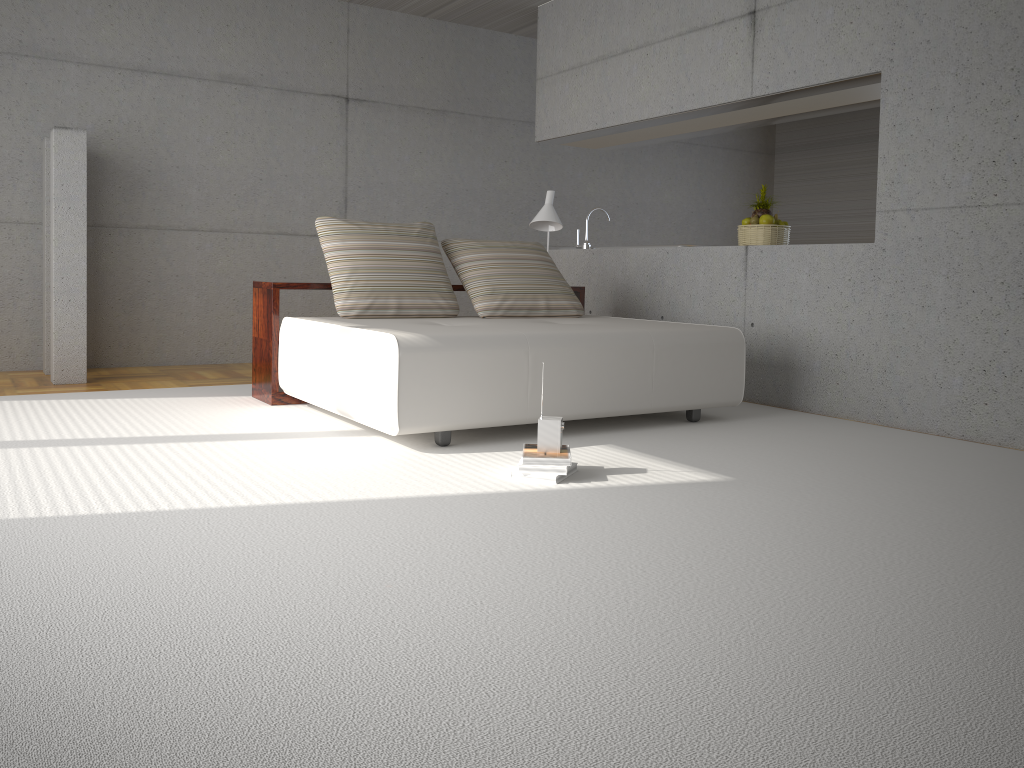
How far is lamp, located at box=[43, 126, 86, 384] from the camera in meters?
5.7 m

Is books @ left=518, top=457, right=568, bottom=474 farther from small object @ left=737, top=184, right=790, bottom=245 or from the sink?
the sink

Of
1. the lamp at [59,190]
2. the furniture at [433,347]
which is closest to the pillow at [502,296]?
the furniture at [433,347]

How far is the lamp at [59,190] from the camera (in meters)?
5.71

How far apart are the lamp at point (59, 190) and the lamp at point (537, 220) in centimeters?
300cm

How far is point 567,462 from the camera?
3.4 meters

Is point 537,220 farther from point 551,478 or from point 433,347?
point 551,478

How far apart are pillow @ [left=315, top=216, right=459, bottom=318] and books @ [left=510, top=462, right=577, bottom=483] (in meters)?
1.94

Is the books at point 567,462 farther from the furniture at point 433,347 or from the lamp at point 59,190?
the lamp at point 59,190

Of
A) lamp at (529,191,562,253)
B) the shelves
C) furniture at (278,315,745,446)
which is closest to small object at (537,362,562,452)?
furniture at (278,315,745,446)
